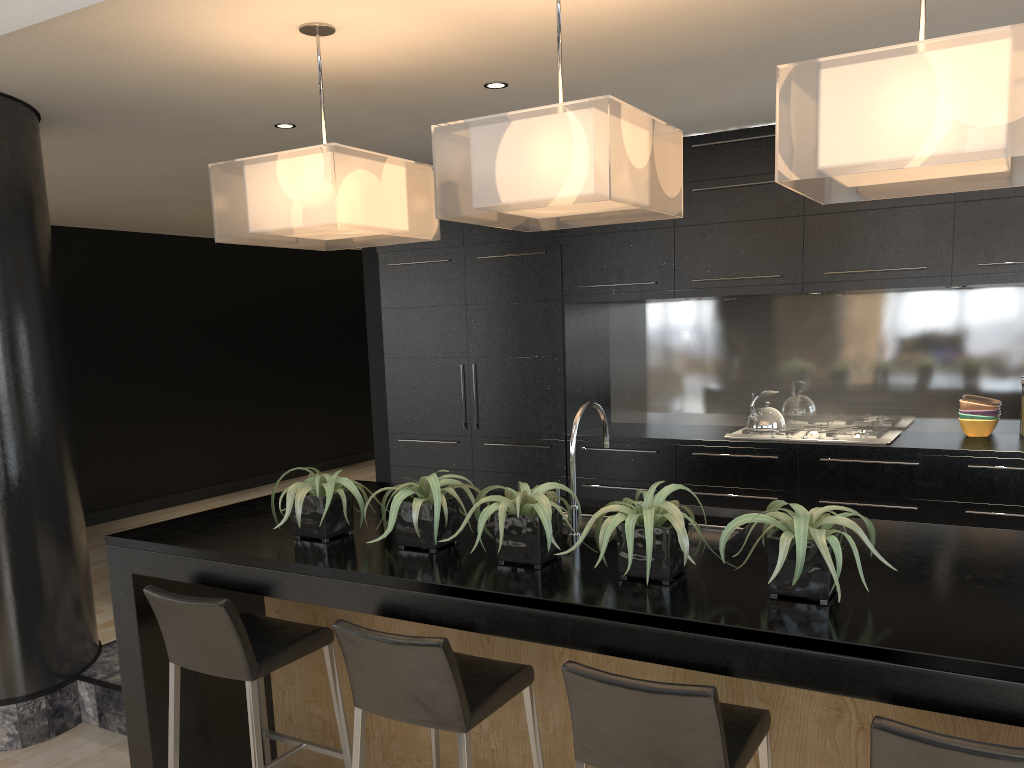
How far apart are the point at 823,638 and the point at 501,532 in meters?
0.9 m

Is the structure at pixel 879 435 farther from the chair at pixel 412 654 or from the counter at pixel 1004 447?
the chair at pixel 412 654

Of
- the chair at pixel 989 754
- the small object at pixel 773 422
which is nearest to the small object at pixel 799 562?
the chair at pixel 989 754

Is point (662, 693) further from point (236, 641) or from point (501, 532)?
point (236, 641)

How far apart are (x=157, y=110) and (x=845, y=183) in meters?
3.1

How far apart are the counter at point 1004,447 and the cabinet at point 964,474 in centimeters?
3cm

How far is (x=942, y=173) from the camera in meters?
2.2 m

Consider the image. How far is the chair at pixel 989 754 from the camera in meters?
1.6

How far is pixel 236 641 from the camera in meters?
2.6

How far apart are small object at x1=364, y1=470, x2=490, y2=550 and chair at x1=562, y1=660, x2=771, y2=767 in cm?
69
